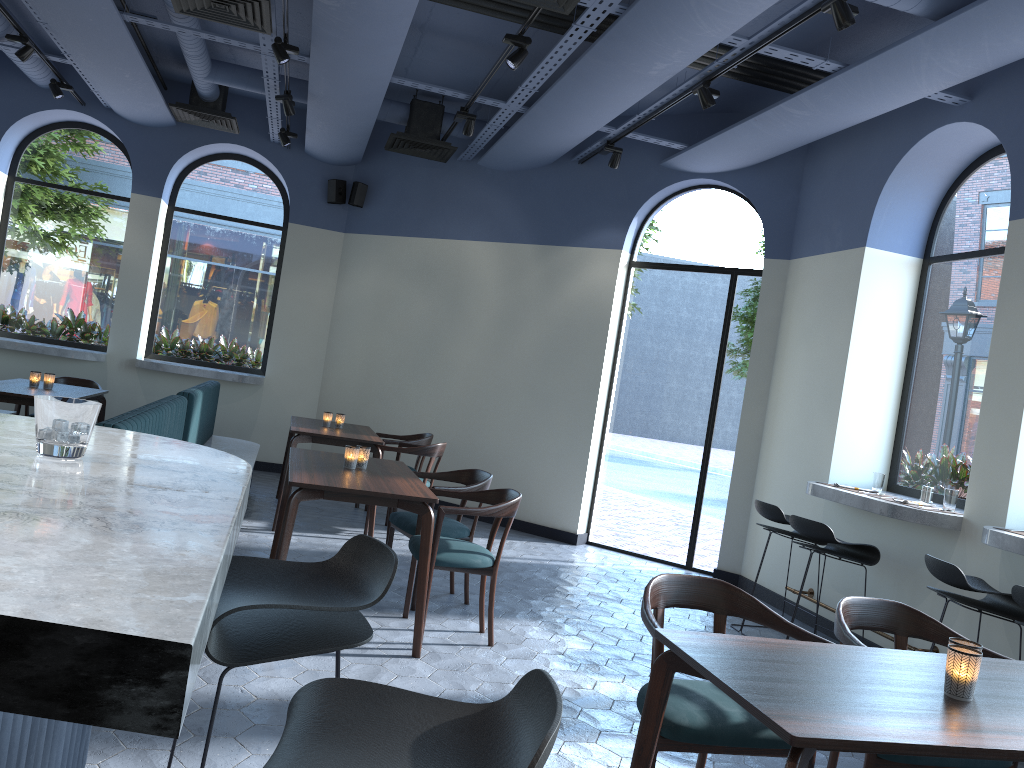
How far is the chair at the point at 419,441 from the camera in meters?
7.6

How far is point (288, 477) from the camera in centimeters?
541cm

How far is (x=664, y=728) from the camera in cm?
256

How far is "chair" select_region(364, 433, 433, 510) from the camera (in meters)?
7.64

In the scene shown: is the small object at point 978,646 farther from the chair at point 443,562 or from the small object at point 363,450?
the small object at point 363,450

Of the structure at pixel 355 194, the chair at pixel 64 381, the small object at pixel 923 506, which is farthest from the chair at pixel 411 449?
the small object at pixel 923 506

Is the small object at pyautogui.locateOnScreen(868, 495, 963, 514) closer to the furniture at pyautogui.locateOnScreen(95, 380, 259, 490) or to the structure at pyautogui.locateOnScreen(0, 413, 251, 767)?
the furniture at pyautogui.locateOnScreen(95, 380, 259, 490)

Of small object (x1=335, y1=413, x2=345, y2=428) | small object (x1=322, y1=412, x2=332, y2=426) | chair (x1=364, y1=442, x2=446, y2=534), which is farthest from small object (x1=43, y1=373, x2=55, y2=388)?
chair (x1=364, y1=442, x2=446, y2=534)

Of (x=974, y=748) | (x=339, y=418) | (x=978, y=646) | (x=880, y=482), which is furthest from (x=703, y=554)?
(x=974, y=748)

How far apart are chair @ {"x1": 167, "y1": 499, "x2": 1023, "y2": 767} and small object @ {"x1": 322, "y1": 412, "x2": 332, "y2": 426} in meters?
3.5 m
